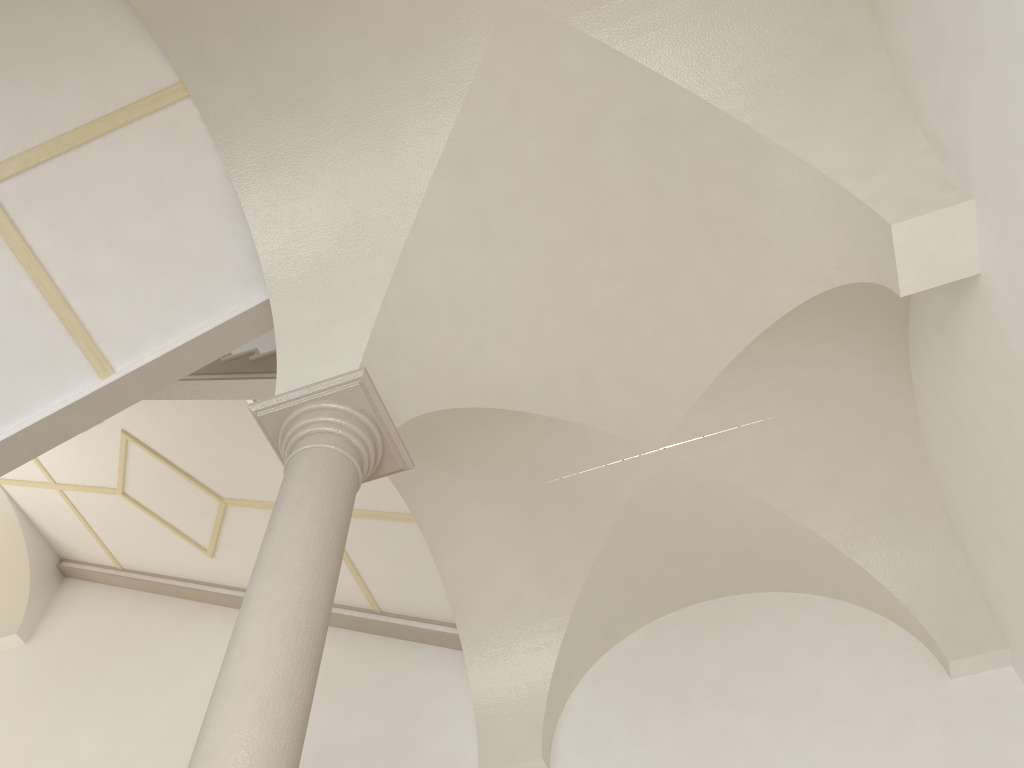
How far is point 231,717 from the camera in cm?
313

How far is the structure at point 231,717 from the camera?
3.1 meters

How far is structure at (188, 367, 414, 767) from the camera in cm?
313
